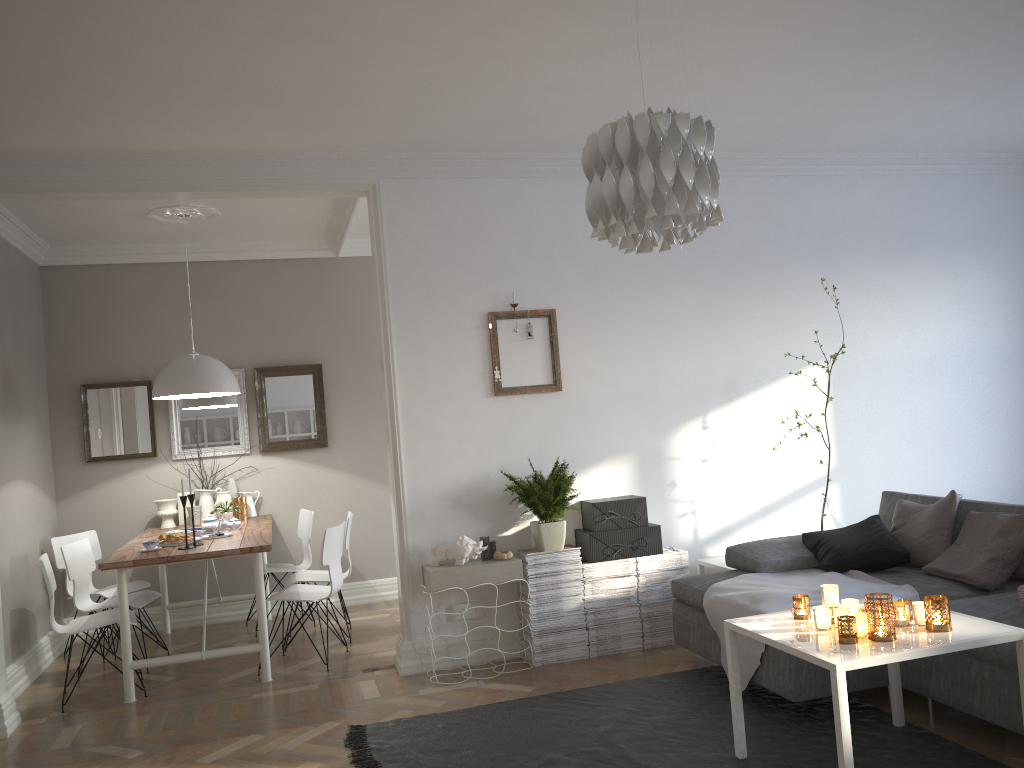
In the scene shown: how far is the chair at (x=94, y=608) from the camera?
5.25m

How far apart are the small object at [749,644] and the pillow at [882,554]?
0.0m

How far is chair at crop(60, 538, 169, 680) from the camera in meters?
5.3

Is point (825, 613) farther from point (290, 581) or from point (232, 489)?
point (232, 489)

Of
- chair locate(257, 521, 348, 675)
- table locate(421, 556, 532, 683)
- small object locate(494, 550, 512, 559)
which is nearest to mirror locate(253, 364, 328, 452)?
chair locate(257, 521, 348, 675)

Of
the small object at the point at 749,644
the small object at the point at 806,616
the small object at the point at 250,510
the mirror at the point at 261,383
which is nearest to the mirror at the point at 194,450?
the mirror at the point at 261,383

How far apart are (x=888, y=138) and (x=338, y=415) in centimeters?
424cm

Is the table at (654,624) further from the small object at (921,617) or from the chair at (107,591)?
the chair at (107,591)

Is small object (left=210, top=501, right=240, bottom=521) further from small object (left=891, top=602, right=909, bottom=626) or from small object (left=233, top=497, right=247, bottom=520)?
small object (left=891, top=602, right=909, bottom=626)

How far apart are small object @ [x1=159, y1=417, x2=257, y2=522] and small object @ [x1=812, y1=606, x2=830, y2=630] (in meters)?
4.63
